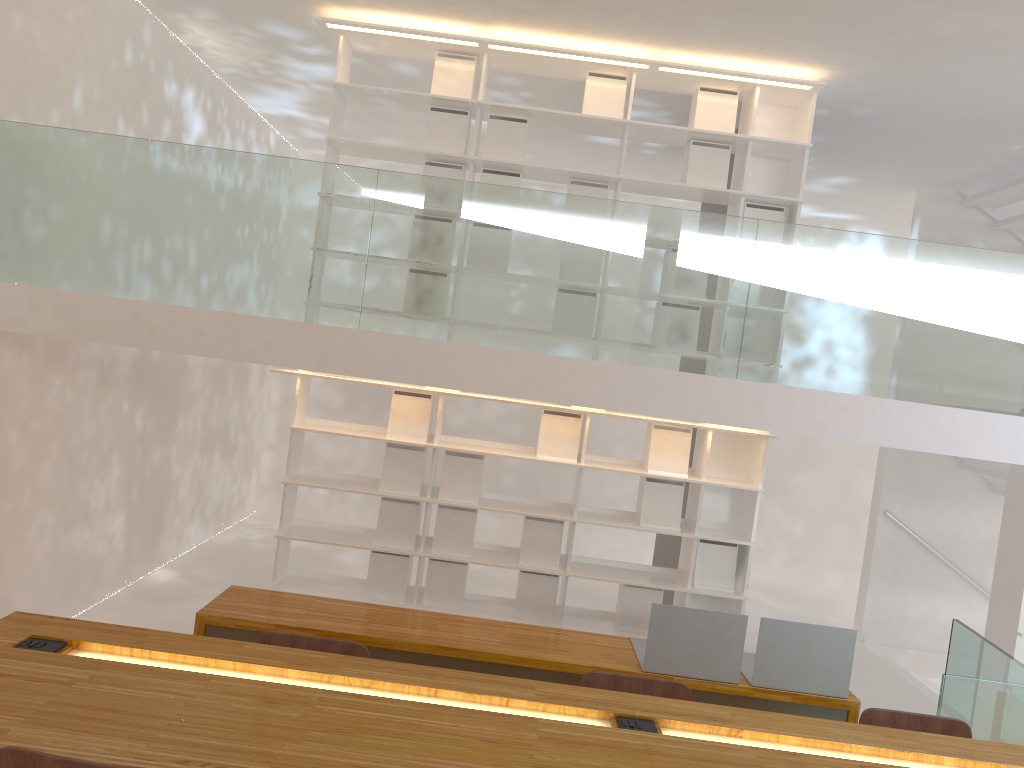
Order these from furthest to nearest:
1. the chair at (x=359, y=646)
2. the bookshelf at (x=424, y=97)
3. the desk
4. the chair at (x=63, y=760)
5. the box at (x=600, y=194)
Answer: the box at (x=600, y=194) → the bookshelf at (x=424, y=97) → the chair at (x=359, y=646) → the desk → the chair at (x=63, y=760)

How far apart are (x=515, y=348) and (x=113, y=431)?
3.18m

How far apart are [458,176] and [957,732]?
3.9m

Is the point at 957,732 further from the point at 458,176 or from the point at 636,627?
the point at 458,176

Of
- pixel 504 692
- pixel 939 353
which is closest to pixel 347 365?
pixel 504 692

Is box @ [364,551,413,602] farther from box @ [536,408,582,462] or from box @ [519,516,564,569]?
box @ [536,408,582,462]

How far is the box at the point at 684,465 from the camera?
5.39m

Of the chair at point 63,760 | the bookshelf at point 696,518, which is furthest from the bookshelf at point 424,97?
the chair at point 63,760

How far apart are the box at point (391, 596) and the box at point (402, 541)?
0.08m

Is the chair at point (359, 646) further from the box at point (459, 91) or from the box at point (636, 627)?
the box at point (459, 91)
